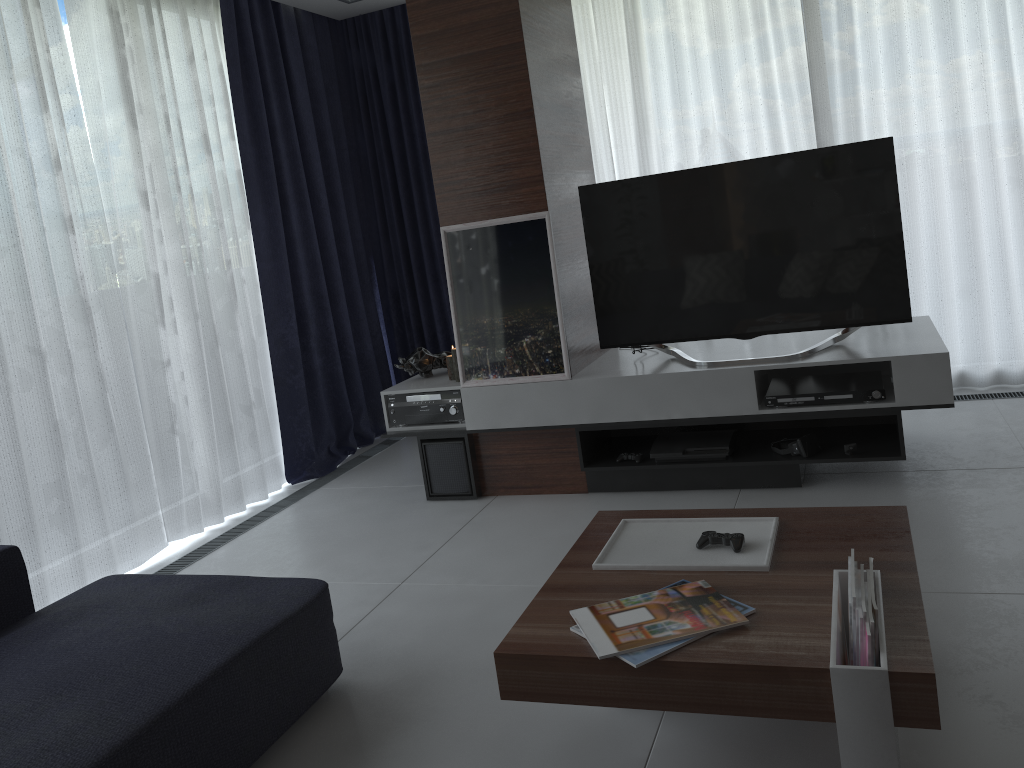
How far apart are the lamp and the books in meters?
2.2 m

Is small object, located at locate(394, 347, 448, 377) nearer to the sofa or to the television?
the television

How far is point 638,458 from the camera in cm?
367

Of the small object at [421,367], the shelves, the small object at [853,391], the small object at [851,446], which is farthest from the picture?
the small object at [851,446]

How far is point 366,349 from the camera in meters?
5.3 m

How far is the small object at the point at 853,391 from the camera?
3.3m

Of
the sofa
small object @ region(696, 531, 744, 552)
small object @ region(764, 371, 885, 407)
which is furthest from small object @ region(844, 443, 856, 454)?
the sofa

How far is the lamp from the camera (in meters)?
3.99

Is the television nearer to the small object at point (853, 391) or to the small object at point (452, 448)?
the small object at point (853, 391)

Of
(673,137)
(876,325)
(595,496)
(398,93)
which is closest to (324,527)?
(595,496)
